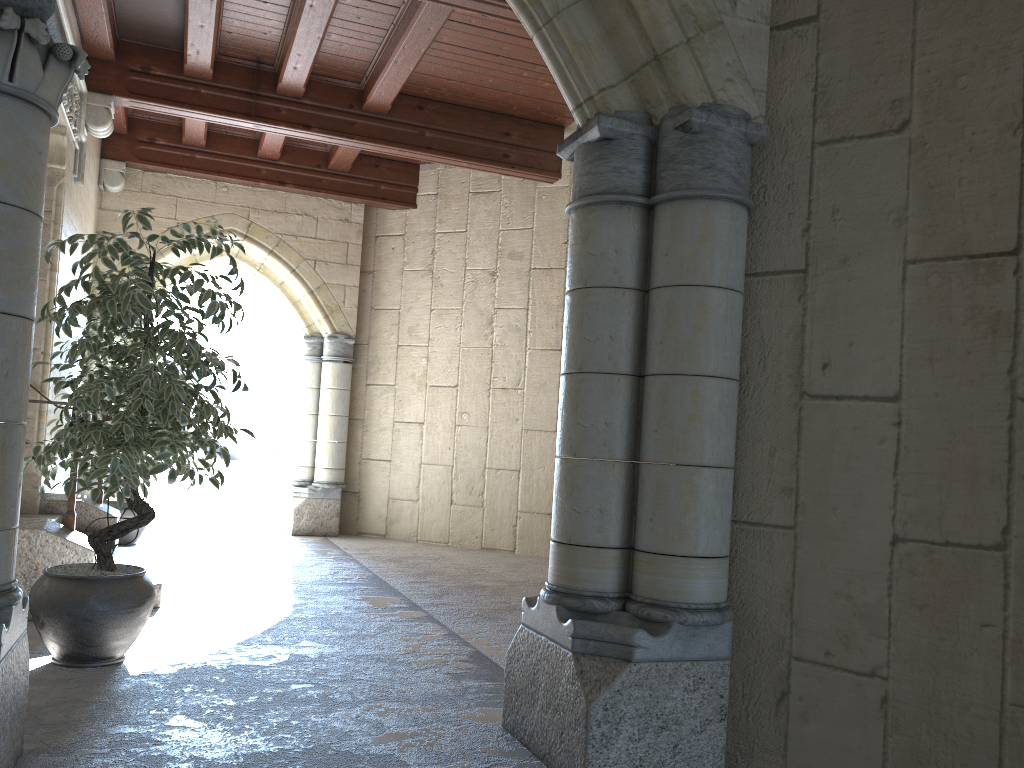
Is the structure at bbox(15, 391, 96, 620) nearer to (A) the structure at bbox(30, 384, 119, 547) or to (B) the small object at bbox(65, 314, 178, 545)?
(A) the structure at bbox(30, 384, 119, 547)

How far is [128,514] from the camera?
6.14m

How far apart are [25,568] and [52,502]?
1.59m

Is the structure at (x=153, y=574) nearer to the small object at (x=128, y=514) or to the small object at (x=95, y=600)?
the small object at (x=95, y=600)

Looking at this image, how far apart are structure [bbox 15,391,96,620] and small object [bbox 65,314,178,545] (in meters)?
2.43

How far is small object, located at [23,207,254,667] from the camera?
2.9 meters

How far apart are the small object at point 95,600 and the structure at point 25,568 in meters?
0.5 m

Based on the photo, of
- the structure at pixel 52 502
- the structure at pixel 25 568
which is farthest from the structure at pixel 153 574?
the structure at pixel 25 568

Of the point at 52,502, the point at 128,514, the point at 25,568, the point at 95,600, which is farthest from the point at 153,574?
the point at 128,514

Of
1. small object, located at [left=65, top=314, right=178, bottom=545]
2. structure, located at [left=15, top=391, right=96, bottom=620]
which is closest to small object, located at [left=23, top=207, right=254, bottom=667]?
structure, located at [left=15, top=391, right=96, bottom=620]
